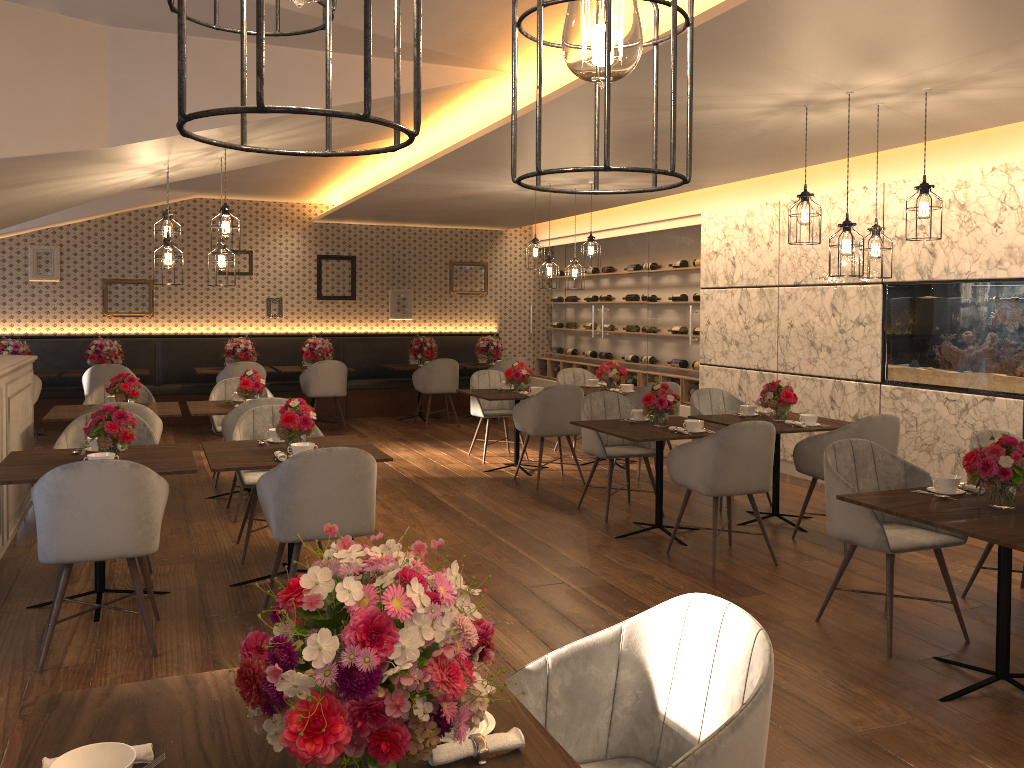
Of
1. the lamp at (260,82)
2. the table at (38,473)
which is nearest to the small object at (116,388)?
the table at (38,473)

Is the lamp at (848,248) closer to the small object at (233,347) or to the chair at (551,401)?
the chair at (551,401)

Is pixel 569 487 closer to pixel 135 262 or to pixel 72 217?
pixel 135 262

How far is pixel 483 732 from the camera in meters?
1.6

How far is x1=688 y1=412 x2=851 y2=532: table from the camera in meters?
Answer: 5.9 m

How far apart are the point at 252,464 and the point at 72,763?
3.0 meters

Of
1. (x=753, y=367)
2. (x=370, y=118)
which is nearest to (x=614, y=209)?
(x=753, y=367)

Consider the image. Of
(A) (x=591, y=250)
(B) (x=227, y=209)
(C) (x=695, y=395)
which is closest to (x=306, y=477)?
(B) (x=227, y=209)

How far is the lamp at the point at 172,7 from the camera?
0.9 meters

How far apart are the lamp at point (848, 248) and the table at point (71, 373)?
8.6m
